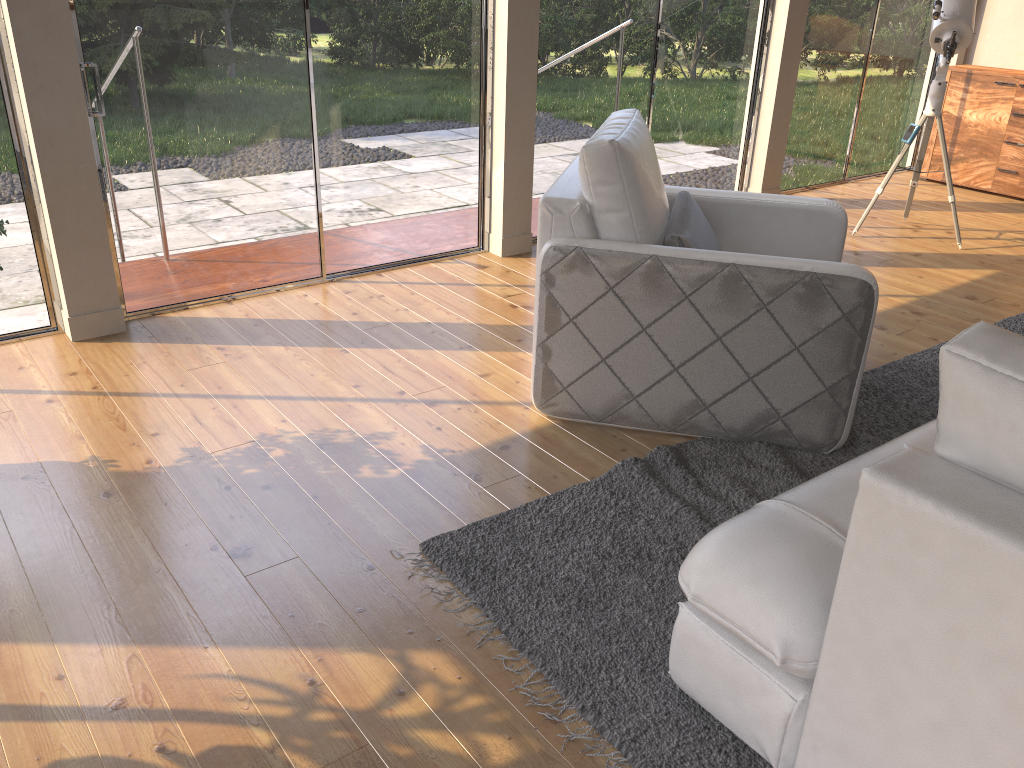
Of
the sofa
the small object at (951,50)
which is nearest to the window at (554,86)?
the small object at (951,50)

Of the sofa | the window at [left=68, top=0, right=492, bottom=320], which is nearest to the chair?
the sofa

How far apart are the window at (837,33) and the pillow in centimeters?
317cm

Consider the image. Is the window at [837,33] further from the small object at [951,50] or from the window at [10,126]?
the window at [10,126]

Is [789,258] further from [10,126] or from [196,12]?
[10,126]

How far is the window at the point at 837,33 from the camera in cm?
610

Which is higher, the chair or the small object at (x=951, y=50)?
the small object at (x=951, y=50)

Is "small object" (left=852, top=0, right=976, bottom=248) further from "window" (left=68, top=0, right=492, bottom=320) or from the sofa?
the sofa

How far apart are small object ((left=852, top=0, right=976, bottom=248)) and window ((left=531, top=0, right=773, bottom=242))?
0.98m

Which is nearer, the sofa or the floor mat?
the sofa
